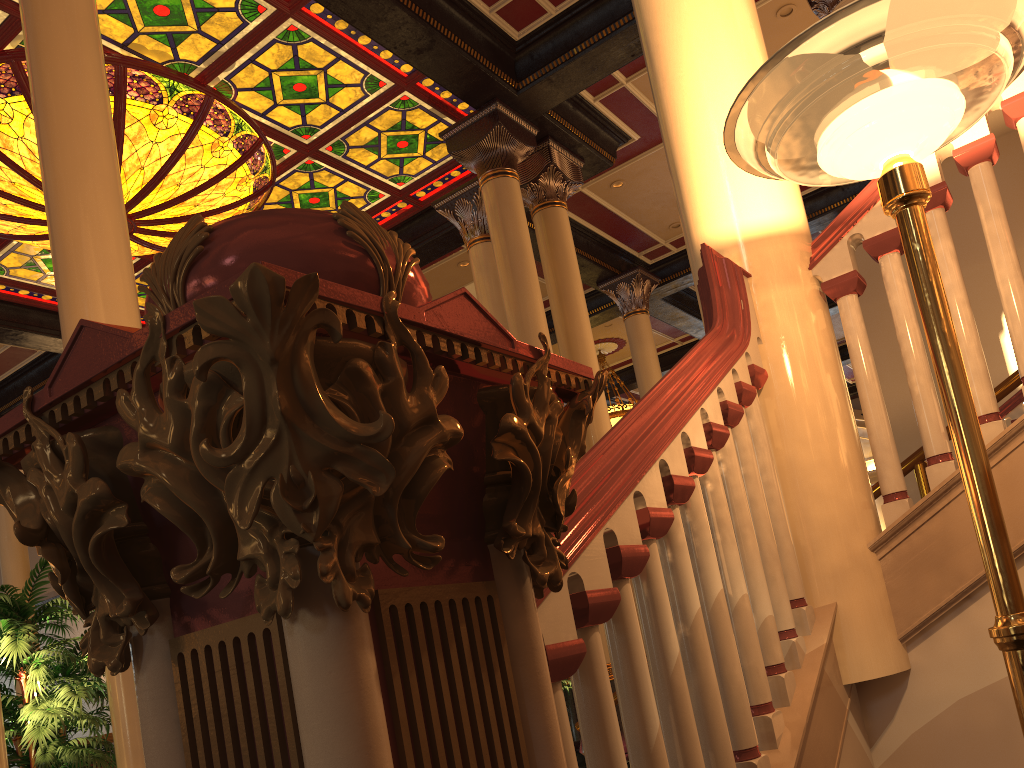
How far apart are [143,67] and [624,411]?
9.6 meters

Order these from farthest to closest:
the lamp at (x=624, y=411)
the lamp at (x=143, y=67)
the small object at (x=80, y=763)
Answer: the lamp at (x=624, y=411), the lamp at (x=143, y=67), the small object at (x=80, y=763)

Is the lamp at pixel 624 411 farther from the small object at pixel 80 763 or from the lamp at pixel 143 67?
the small object at pixel 80 763

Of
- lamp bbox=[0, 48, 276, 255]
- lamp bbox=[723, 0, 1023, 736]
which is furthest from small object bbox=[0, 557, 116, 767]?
lamp bbox=[0, 48, 276, 255]

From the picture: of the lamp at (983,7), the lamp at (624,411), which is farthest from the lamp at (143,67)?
the lamp at (624,411)

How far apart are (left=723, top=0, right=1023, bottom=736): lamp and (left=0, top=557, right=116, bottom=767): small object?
3.8 meters

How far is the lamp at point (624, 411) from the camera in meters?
14.8

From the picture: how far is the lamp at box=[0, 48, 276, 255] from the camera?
7.2 meters

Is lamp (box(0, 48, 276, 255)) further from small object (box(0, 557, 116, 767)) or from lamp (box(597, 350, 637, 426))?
lamp (box(597, 350, 637, 426))

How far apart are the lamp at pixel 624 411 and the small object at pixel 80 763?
10.8m
